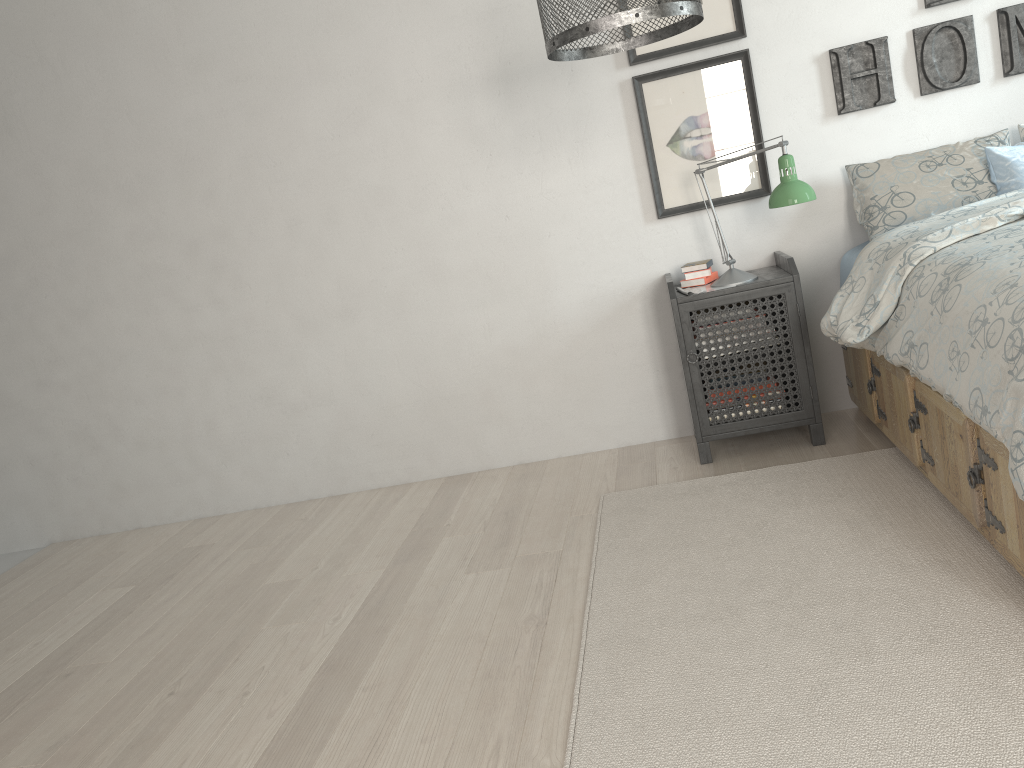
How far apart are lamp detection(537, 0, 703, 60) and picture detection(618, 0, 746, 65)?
1.0 meters

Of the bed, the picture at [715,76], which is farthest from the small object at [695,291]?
the bed

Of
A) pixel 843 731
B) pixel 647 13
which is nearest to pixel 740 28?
pixel 647 13

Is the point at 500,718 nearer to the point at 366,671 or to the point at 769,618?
the point at 366,671

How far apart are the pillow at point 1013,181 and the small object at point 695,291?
1.0 meters

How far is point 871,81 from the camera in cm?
310

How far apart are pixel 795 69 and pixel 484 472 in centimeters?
191cm

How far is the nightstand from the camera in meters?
2.9

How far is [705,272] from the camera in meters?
3.2 m

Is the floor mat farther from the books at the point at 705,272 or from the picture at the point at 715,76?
the picture at the point at 715,76
